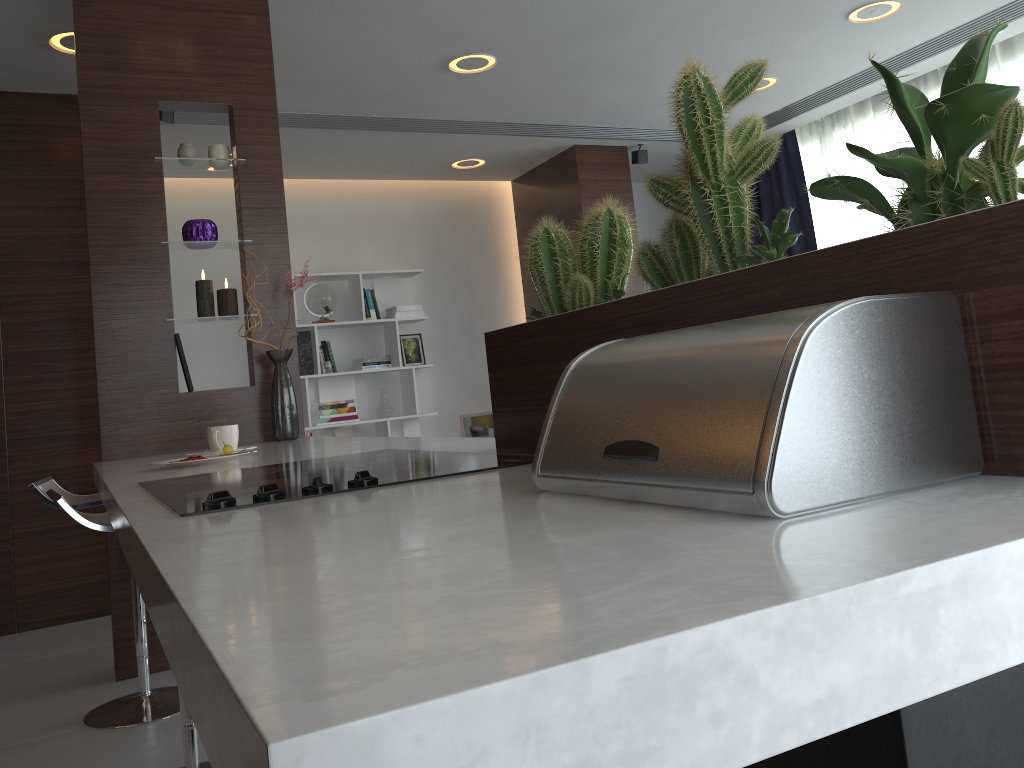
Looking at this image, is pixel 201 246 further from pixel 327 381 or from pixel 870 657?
pixel 870 657

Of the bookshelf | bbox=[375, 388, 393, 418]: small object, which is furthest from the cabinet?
bbox=[375, 388, 393, 418]: small object

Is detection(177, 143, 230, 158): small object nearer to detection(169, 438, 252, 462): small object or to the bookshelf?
detection(169, 438, 252, 462): small object

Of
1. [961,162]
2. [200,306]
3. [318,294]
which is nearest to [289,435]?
[318,294]

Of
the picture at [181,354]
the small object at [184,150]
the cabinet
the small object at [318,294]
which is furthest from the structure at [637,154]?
the picture at [181,354]

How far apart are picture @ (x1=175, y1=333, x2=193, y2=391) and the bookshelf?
2.9 meters

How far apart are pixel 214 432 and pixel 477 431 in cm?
215

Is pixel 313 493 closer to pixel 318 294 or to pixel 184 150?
pixel 184 150

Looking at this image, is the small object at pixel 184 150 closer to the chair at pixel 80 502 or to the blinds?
the chair at pixel 80 502

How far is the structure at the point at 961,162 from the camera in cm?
72
